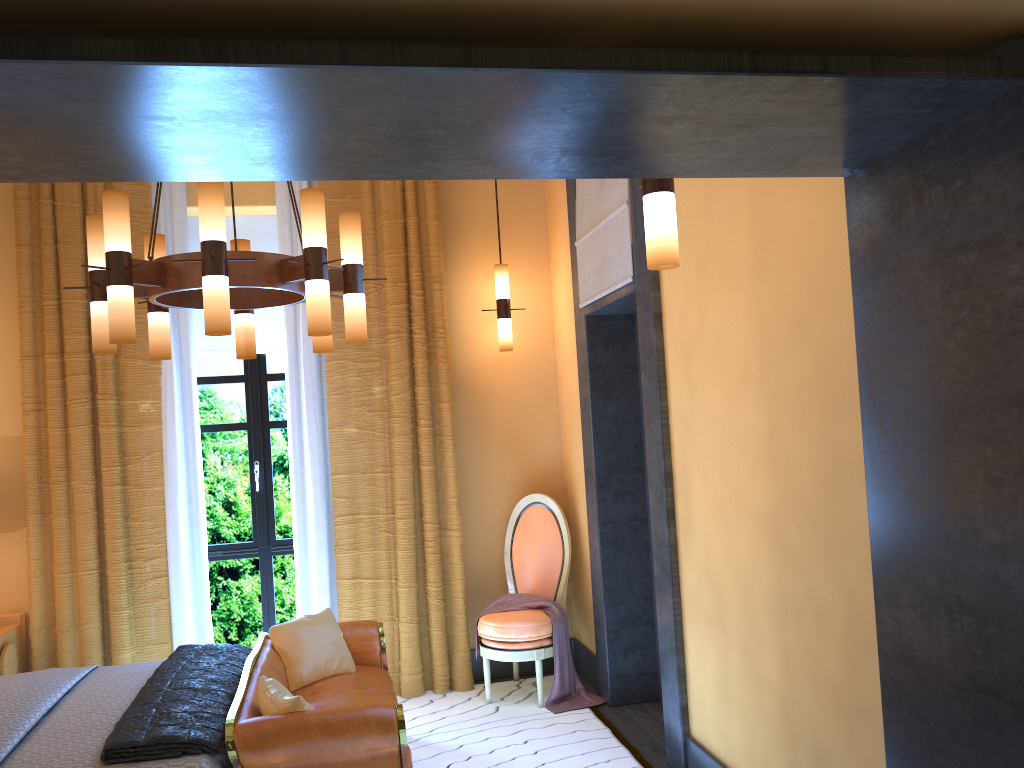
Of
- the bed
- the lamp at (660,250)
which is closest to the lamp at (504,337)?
the bed

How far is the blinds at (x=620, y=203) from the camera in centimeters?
419cm

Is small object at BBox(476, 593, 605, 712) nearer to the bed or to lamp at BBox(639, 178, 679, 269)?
the bed

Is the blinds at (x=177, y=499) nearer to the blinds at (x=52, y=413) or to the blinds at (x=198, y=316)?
the blinds at (x=52, y=413)

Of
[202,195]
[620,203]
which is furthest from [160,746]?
[620,203]

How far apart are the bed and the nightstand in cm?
74

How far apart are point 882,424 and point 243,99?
1.5 meters

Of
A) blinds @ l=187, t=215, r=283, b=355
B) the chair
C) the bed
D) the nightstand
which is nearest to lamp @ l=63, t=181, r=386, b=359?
the bed

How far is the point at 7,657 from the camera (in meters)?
4.64

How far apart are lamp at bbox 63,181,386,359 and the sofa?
1.3m
